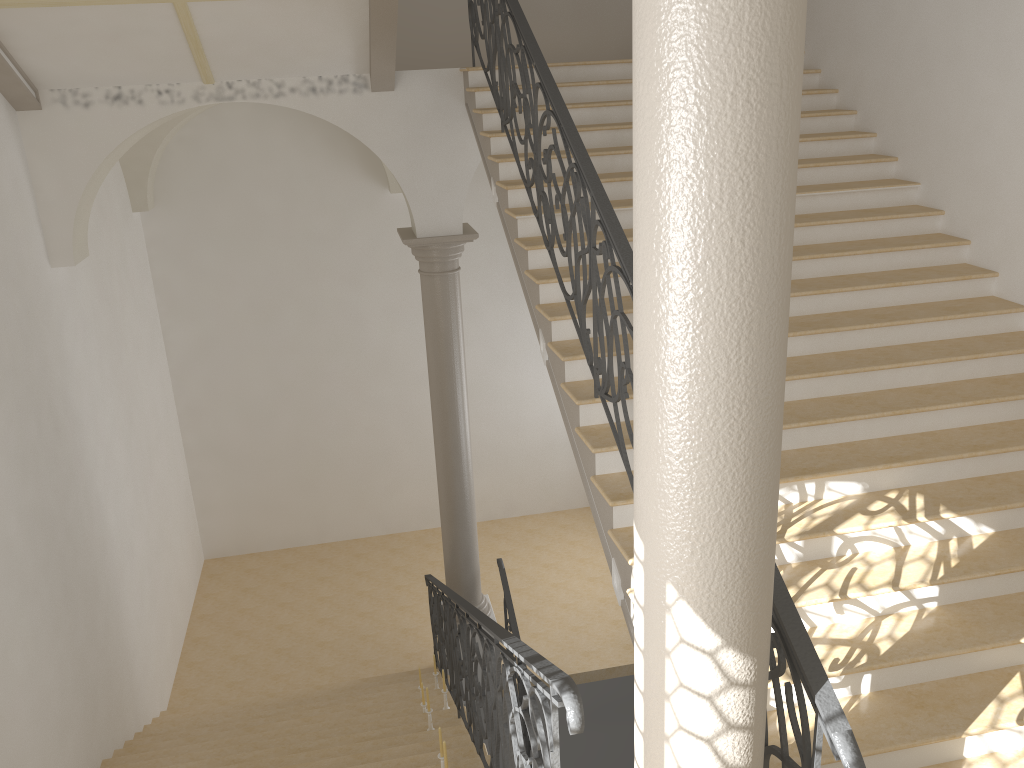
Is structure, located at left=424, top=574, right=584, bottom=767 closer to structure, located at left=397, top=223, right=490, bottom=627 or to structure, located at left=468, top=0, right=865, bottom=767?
structure, located at left=397, top=223, right=490, bottom=627

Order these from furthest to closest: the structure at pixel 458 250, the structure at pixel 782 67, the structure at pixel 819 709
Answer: the structure at pixel 458 250 → the structure at pixel 819 709 → the structure at pixel 782 67

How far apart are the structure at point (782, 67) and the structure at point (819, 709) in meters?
0.2 m

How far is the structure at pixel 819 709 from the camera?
2.6 meters

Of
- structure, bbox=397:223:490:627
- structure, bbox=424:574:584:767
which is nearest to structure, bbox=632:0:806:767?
structure, bbox=424:574:584:767

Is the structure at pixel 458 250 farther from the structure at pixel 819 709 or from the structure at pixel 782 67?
the structure at pixel 782 67

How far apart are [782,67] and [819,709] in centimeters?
185cm

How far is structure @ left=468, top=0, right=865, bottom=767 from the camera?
2.6m

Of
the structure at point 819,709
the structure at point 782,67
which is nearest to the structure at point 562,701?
the structure at point 782,67

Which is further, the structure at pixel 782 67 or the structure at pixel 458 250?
the structure at pixel 458 250
